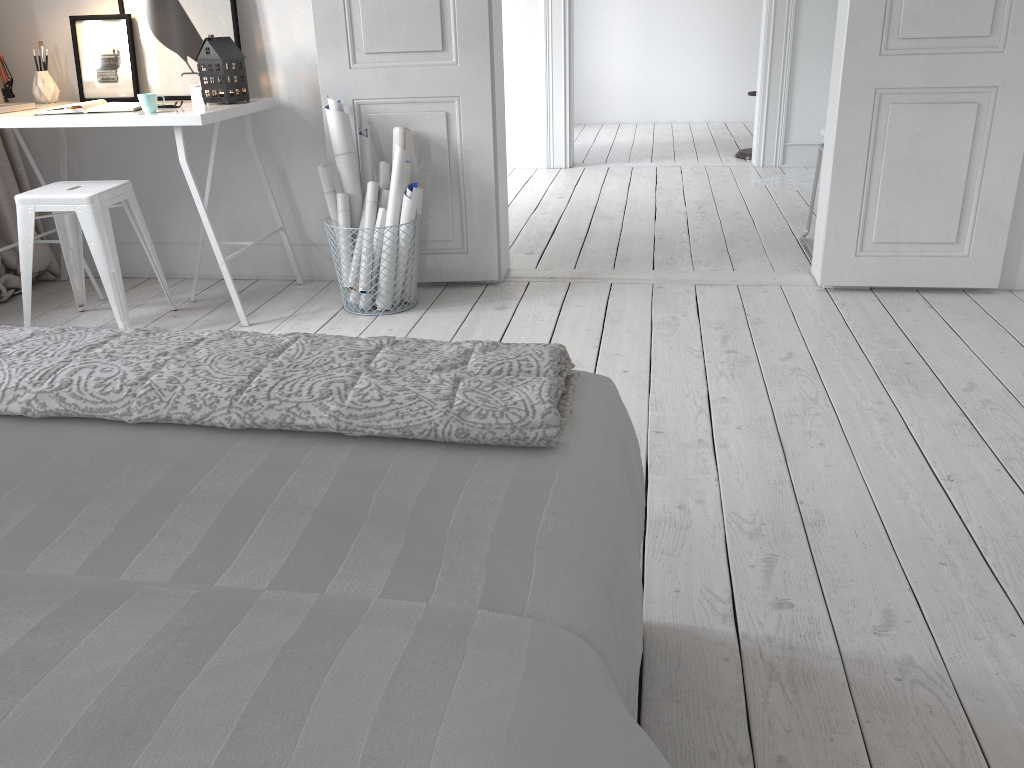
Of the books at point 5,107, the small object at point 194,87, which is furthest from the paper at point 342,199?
the books at point 5,107

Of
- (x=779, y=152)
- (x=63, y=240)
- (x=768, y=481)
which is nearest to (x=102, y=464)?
(x=768, y=481)

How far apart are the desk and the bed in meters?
2.1 m

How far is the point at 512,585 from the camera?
0.9m

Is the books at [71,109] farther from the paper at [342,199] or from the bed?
the bed

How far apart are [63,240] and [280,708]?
3.3 meters

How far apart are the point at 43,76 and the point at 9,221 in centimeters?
62cm

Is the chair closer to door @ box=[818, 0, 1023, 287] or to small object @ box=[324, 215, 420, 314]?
small object @ box=[324, 215, 420, 314]

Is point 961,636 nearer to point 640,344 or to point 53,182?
point 640,344

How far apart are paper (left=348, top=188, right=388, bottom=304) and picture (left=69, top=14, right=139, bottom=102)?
1.1 meters
